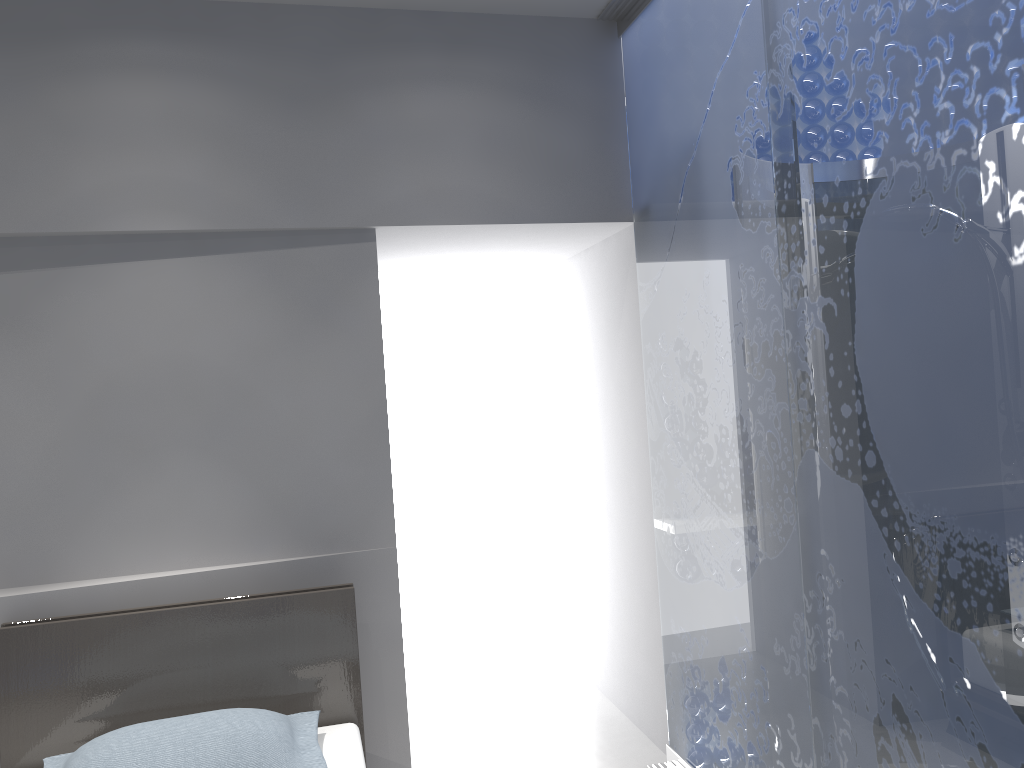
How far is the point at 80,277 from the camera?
2.8m

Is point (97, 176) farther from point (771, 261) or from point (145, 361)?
point (771, 261)

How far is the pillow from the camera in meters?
2.2

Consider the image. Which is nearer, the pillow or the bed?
the pillow

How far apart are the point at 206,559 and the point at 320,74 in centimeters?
166cm

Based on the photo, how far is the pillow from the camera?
2.2 meters

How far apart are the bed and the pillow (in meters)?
0.07

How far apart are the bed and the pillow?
0.1m

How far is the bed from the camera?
2.57m

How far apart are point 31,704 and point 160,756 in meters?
0.6 m
